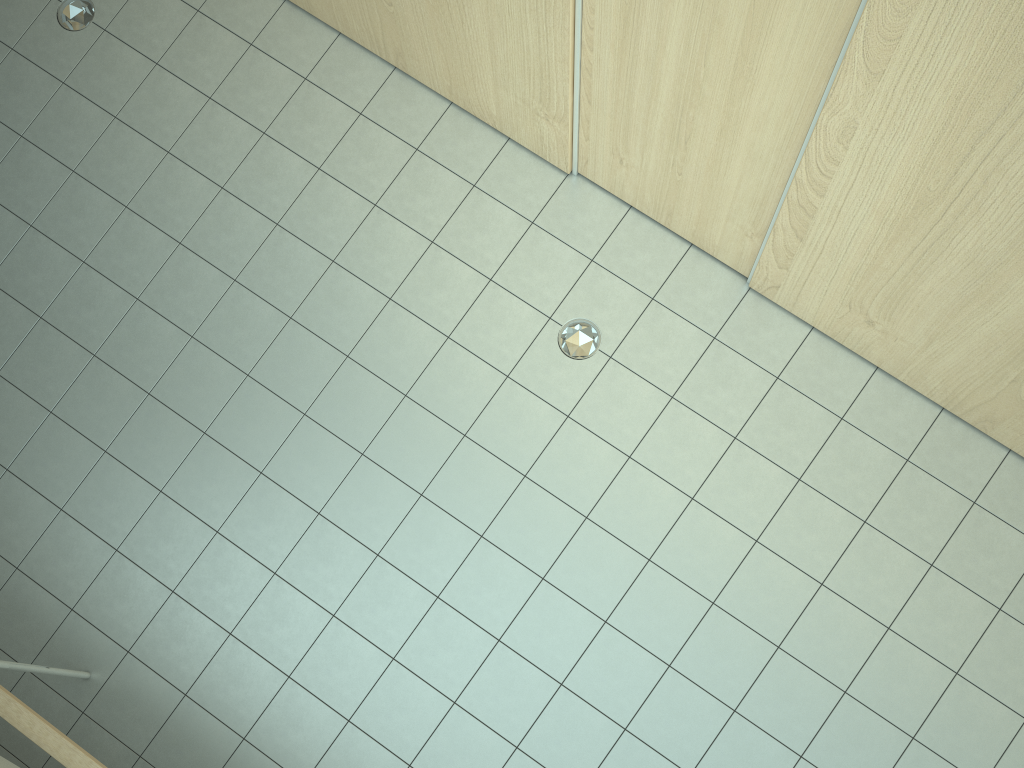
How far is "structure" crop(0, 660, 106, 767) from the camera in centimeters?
262cm

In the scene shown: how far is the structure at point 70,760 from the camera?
2.6m

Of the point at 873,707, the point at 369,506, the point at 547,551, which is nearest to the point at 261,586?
the point at 369,506

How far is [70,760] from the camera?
2.6m
